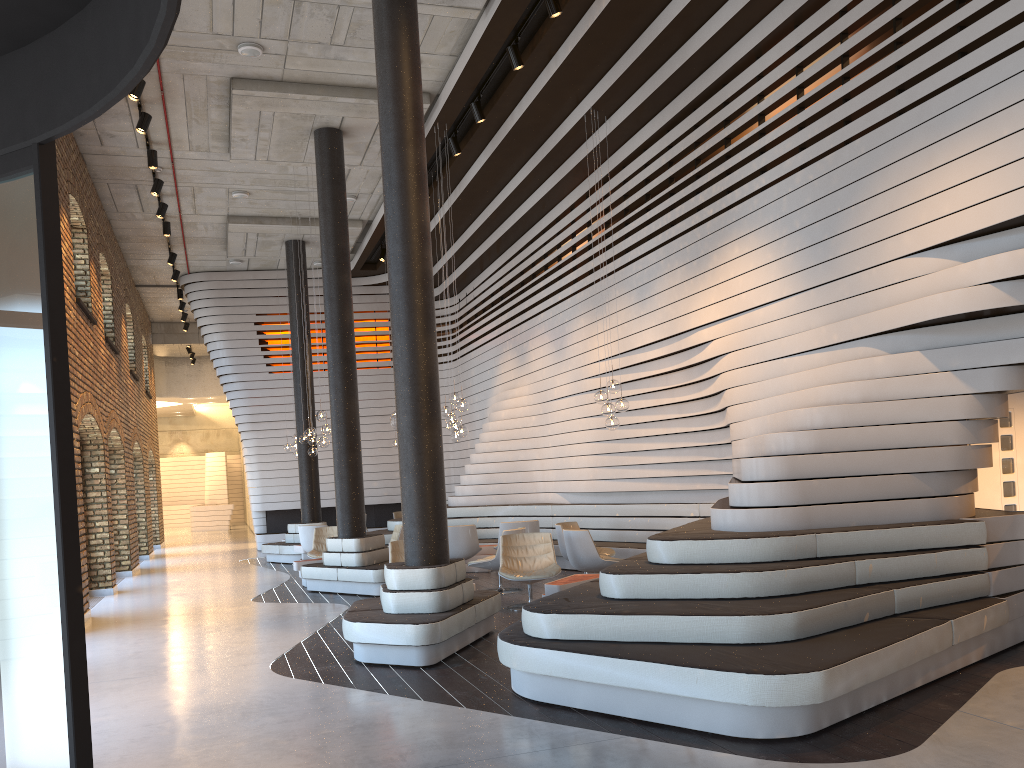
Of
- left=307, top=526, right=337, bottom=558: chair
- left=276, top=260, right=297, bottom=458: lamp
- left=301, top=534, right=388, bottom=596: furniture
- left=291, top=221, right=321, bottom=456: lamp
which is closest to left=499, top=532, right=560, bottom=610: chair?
left=301, top=534, right=388, bottom=596: furniture

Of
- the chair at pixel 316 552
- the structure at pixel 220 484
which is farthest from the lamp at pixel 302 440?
the structure at pixel 220 484

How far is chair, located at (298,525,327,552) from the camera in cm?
1430

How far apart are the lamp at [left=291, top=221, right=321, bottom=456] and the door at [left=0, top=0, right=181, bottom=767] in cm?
1269

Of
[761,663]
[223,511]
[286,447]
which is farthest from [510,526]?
[223,511]

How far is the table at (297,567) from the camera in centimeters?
1200cm

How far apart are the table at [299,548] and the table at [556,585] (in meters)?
7.92

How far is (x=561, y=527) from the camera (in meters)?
10.73

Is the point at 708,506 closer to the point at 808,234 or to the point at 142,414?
the point at 808,234

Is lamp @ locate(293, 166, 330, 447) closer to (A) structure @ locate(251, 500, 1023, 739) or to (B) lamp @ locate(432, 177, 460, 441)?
(B) lamp @ locate(432, 177, 460, 441)
